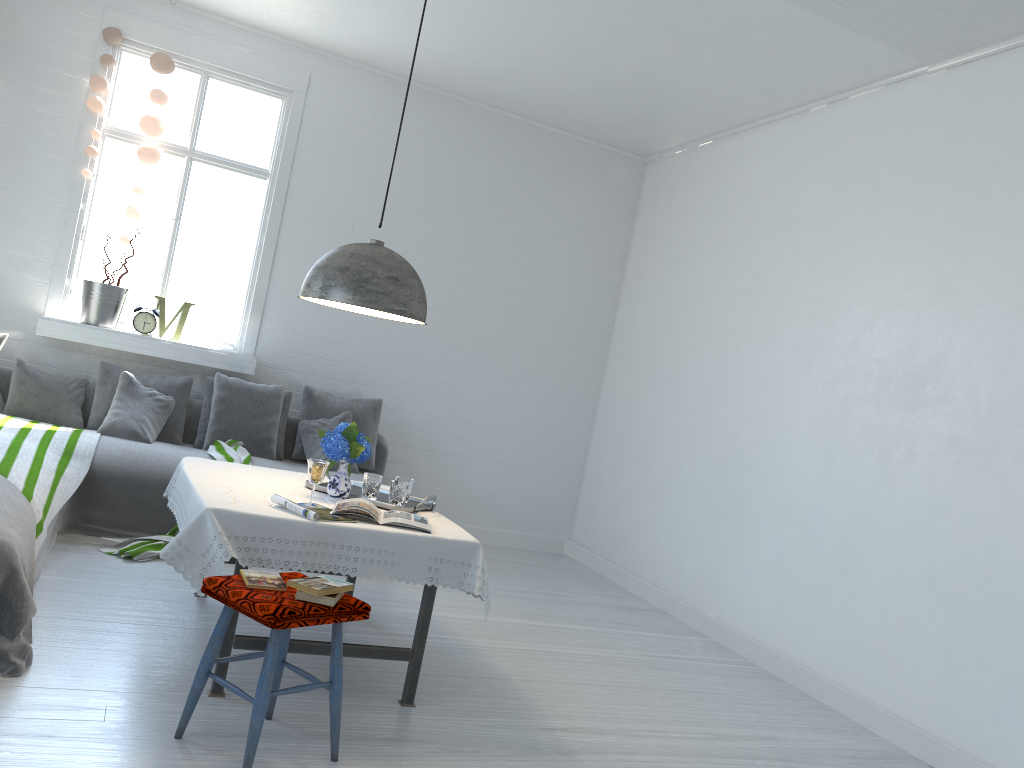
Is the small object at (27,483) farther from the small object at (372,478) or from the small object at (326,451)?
the small object at (372,478)

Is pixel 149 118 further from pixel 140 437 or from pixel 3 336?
pixel 140 437

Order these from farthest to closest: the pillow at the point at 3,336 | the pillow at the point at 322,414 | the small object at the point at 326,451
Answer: the pillow at the point at 322,414, the pillow at the point at 3,336, the small object at the point at 326,451

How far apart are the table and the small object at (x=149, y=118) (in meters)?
2.72

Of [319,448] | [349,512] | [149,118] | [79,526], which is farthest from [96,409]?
[349,512]

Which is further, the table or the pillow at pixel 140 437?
the pillow at pixel 140 437

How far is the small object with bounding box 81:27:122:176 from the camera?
6.31m

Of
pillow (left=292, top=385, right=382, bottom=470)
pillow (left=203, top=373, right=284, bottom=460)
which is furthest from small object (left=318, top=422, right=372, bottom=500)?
pillow (left=292, top=385, right=382, bottom=470)

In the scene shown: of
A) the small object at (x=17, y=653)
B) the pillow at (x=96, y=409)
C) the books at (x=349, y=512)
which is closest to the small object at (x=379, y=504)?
the books at (x=349, y=512)

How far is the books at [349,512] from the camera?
3.7m
